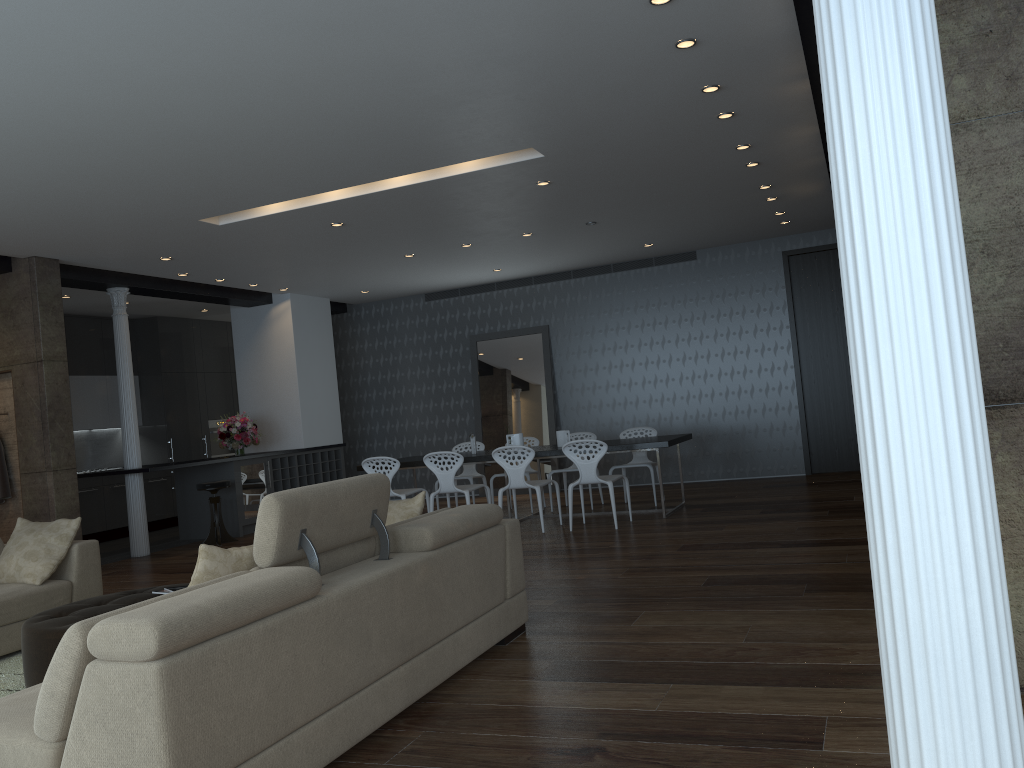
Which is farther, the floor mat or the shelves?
the shelves

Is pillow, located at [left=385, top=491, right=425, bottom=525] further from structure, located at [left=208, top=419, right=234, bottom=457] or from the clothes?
structure, located at [left=208, top=419, right=234, bottom=457]

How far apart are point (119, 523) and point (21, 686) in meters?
7.6

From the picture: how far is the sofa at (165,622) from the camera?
2.36m

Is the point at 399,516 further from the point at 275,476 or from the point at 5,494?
the point at 275,476

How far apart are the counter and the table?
2.30m

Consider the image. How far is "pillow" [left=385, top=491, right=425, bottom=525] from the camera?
4.6 meters

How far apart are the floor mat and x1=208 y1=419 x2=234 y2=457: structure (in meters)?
8.30

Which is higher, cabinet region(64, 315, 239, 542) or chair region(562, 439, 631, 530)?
cabinet region(64, 315, 239, 542)

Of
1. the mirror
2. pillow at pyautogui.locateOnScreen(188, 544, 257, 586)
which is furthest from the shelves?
pillow at pyautogui.locateOnScreen(188, 544, 257, 586)
